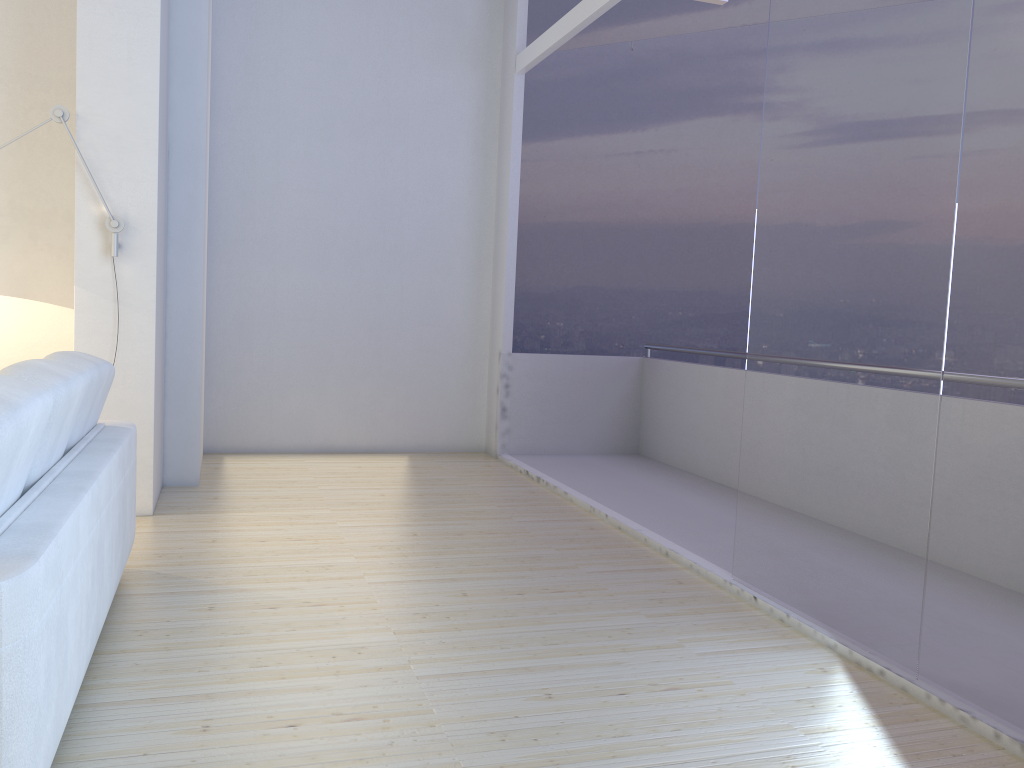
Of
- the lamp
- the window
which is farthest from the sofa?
the window

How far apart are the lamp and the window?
2.82m

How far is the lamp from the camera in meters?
3.9

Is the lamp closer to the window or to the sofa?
the sofa

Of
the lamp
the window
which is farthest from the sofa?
the window

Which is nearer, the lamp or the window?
the window

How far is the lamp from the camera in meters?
3.9

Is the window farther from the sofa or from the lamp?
the lamp

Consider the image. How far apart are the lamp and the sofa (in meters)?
1.11

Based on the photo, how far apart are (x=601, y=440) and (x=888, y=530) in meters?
4.0 m
